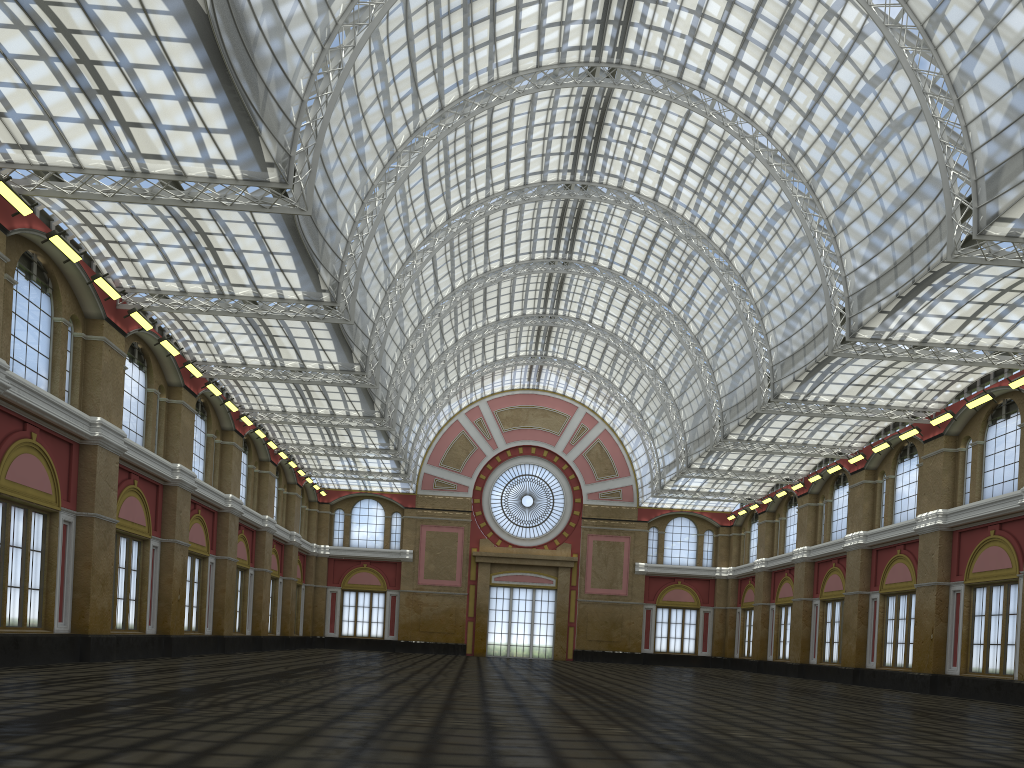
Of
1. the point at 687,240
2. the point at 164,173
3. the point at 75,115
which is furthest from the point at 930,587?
the point at 75,115
